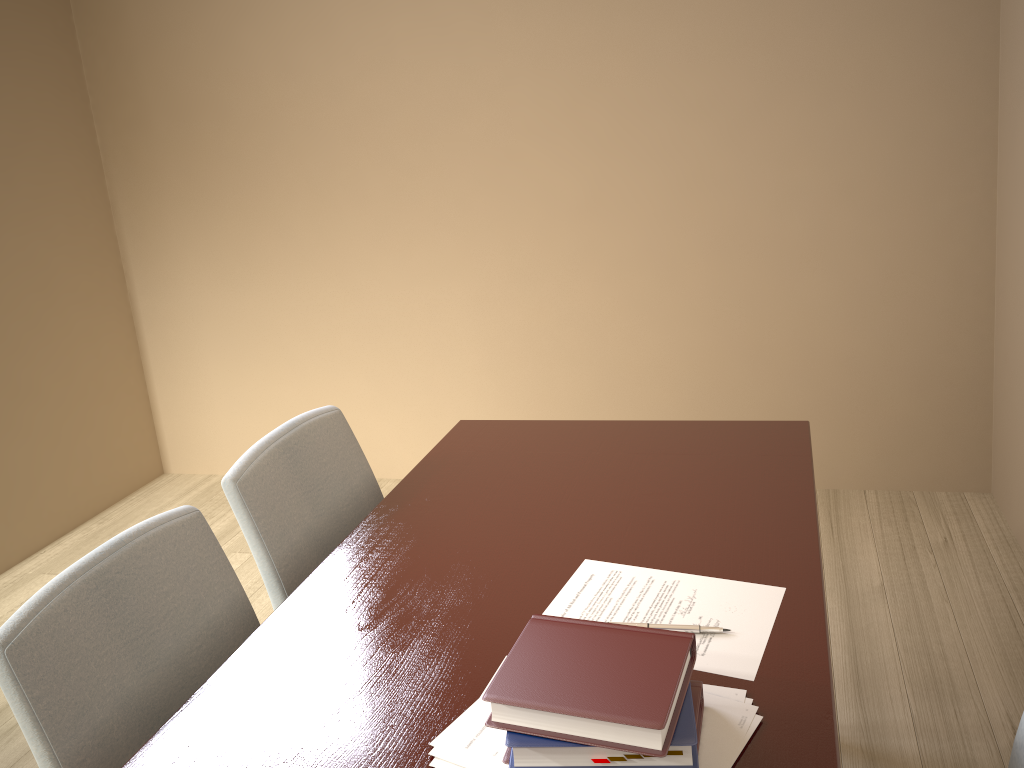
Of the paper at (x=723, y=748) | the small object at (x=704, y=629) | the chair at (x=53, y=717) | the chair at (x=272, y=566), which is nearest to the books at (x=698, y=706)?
the paper at (x=723, y=748)

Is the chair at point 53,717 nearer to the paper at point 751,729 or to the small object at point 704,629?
the paper at point 751,729

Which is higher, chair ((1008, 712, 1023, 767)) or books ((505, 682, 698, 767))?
books ((505, 682, 698, 767))

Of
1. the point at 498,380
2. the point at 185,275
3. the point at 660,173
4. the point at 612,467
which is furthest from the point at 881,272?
the point at 185,275

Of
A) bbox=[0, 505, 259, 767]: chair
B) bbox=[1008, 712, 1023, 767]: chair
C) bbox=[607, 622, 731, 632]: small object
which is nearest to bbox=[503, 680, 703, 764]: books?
bbox=[607, 622, 731, 632]: small object

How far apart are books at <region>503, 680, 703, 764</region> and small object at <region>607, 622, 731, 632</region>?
0.1 meters

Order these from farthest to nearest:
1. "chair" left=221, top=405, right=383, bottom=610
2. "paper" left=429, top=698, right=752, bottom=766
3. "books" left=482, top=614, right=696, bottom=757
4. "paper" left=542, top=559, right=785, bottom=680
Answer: "chair" left=221, top=405, right=383, bottom=610 < "paper" left=542, top=559, right=785, bottom=680 < "paper" left=429, top=698, right=752, bottom=766 < "books" left=482, top=614, right=696, bottom=757

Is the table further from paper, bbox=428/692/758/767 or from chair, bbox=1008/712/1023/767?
chair, bbox=1008/712/1023/767

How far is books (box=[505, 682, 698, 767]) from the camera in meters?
0.9 m

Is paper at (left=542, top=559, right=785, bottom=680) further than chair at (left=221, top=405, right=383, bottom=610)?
No
